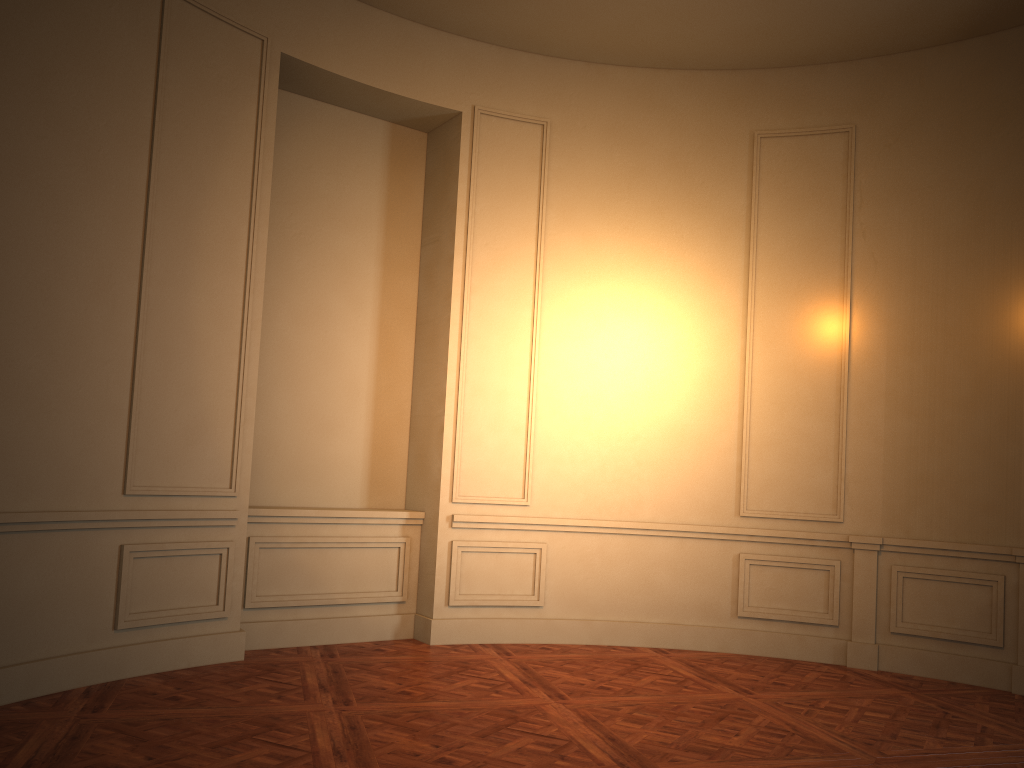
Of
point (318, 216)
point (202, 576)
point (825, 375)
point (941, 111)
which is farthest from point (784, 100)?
point (202, 576)
